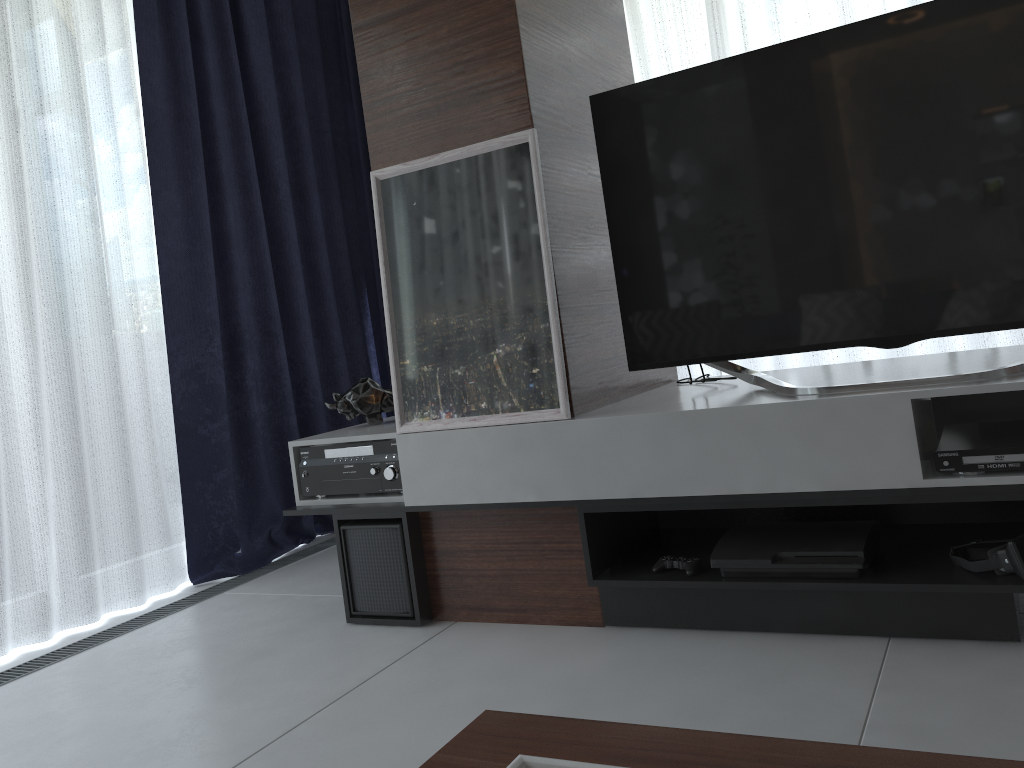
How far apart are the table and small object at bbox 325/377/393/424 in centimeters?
186cm

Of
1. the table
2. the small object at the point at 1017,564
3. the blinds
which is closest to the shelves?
the small object at the point at 1017,564

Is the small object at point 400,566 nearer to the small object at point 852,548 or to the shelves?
the shelves

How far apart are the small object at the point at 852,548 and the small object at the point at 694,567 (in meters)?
0.07

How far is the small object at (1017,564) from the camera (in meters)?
1.68

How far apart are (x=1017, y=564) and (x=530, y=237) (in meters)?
1.23

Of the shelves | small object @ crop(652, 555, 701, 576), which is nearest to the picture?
the shelves

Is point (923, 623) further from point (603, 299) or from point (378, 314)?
point (378, 314)

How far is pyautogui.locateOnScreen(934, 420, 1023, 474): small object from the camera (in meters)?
1.66

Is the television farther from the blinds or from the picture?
the blinds
